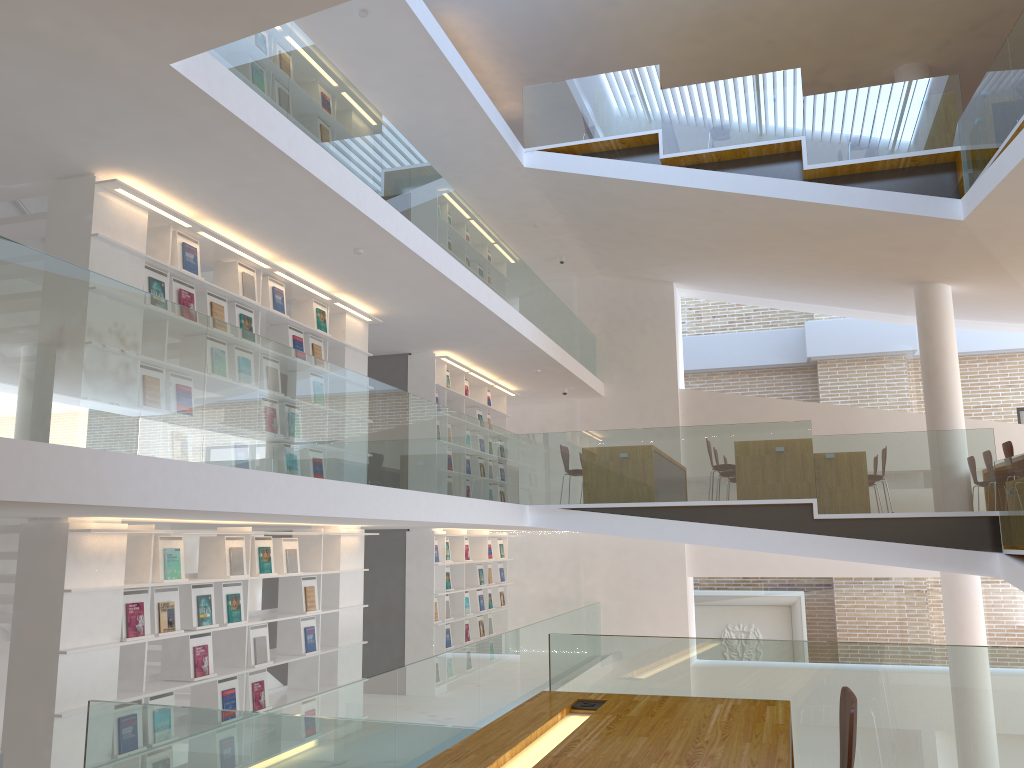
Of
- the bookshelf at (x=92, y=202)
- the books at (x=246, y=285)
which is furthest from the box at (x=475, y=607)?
the books at (x=246, y=285)

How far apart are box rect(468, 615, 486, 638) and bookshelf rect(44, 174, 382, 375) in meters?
4.4 m

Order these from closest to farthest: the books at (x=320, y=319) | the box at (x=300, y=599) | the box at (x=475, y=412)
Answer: the box at (x=300, y=599)
the books at (x=320, y=319)
the box at (x=475, y=412)

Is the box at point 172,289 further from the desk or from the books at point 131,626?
the desk

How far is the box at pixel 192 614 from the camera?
5.94m

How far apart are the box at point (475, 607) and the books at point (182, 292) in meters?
6.6

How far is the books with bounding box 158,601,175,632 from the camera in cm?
566

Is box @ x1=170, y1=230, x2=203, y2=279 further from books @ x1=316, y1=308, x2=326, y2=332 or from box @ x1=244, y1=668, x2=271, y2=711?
box @ x1=244, y1=668, x2=271, y2=711

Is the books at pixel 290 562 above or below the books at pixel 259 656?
above

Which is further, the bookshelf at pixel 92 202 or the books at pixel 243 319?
the books at pixel 243 319
